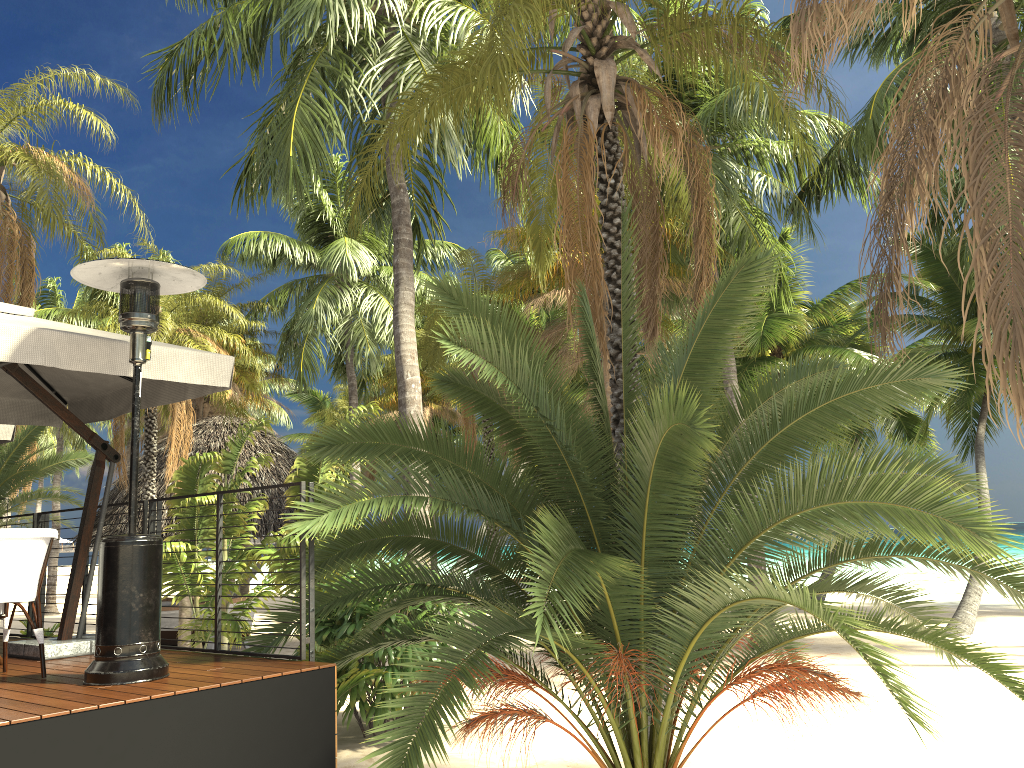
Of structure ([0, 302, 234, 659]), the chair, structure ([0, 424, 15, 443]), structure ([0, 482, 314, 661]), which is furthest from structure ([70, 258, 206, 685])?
structure ([0, 424, 15, 443])

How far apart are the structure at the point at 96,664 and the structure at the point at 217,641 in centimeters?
72cm

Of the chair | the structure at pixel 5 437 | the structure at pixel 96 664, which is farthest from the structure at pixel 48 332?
the structure at pixel 5 437

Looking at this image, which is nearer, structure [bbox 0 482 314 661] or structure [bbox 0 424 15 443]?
structure [bbox 0 482 314 661]

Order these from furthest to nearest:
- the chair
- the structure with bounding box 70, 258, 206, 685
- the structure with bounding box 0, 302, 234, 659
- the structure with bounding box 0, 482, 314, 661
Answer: the structure with bounding box 0, 482, 314, 661
the structure with bounding box 0, 302, 234, 659
the chair
the structure with bounding box 70, 258, 206, 685

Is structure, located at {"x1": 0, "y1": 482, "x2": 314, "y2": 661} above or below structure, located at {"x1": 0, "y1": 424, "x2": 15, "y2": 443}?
below

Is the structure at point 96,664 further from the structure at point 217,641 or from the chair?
the structure at point 217,641

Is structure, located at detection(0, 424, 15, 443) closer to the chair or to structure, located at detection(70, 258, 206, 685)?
the chair

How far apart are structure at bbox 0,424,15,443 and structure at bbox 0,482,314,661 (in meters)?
0.98

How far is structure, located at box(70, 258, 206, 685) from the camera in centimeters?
443cm
